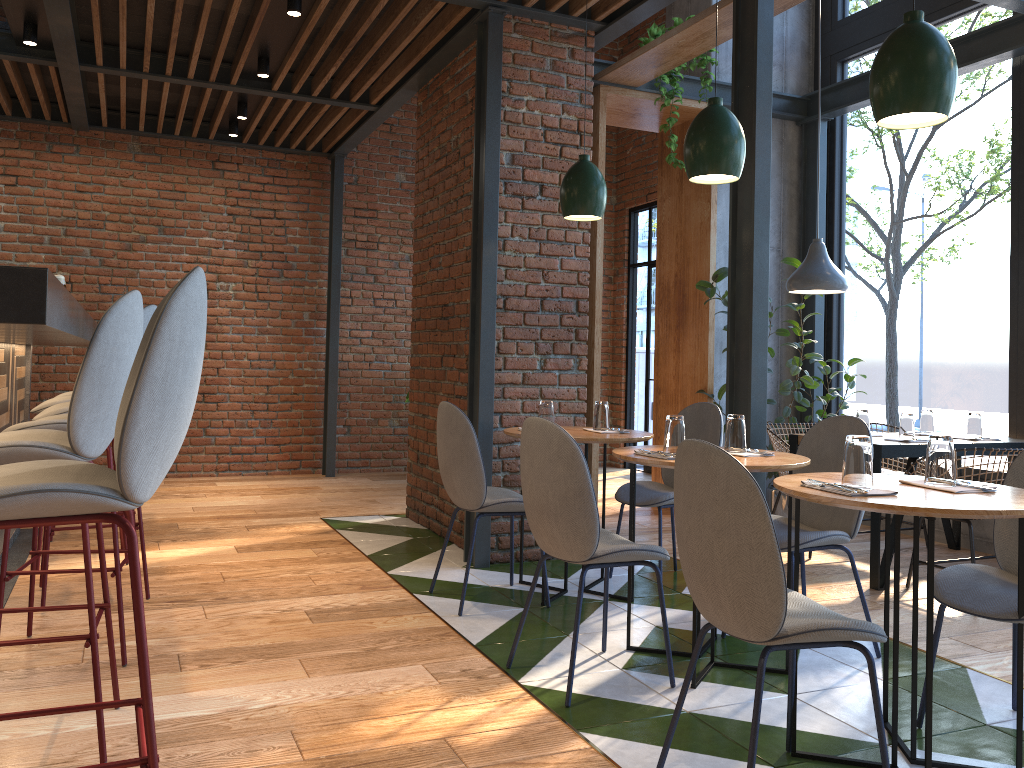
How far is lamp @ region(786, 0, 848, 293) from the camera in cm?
504

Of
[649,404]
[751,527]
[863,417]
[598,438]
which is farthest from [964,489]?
[649,404]

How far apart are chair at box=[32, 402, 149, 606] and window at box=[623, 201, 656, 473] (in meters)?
5.82

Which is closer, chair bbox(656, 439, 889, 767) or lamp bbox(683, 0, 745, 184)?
chair bbox(656, 439, 889, 767)

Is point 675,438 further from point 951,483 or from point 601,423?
point 601,423

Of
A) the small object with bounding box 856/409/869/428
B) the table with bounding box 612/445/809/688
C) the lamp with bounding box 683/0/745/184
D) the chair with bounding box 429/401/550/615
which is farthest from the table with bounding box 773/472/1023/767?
the small object with bounding box 856/409/869/428

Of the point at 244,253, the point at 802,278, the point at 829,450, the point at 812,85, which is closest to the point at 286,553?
the point at 829,450

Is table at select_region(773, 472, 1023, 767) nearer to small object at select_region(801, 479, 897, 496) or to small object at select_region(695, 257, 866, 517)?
small object at select_region(801, 479, 897, 496)

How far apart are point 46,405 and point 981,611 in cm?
407

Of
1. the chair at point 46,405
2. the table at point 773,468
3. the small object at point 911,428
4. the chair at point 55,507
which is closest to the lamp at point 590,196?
the table at point 773,468
